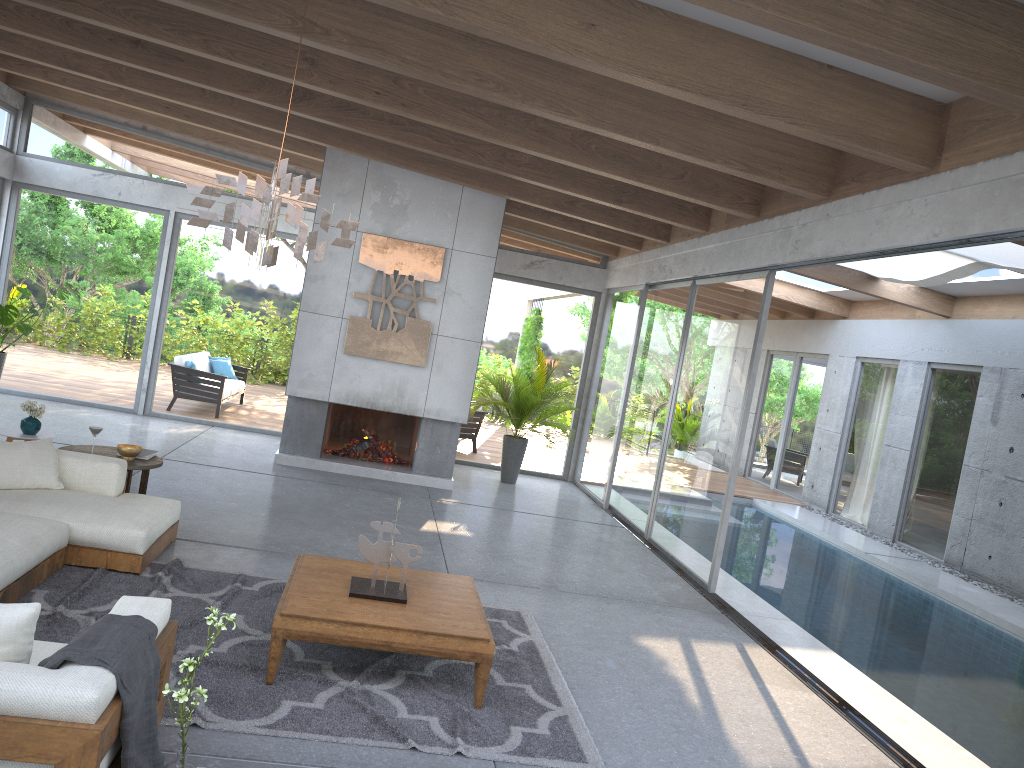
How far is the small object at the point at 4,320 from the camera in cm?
972

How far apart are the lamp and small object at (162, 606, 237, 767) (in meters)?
2.02

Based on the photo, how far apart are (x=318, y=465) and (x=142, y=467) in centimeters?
357cm

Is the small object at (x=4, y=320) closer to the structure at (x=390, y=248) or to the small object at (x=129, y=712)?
the structure at (x=390, y=248)

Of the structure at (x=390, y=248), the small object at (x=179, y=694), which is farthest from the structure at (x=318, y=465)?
the small object at (x=179, y=694)

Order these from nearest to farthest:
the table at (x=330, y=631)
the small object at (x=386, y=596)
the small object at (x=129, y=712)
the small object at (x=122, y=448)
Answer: the small object at (x=129, y=712)
the table at (x=330, y=631)
the small object at (x=386, y=596)
the small object at (x=122, y=448)

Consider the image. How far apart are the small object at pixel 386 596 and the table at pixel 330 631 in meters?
0.0 m

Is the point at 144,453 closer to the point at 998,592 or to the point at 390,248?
the point at 390,248

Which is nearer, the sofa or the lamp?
the sofa

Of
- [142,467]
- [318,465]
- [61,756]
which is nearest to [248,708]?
[61,756]
